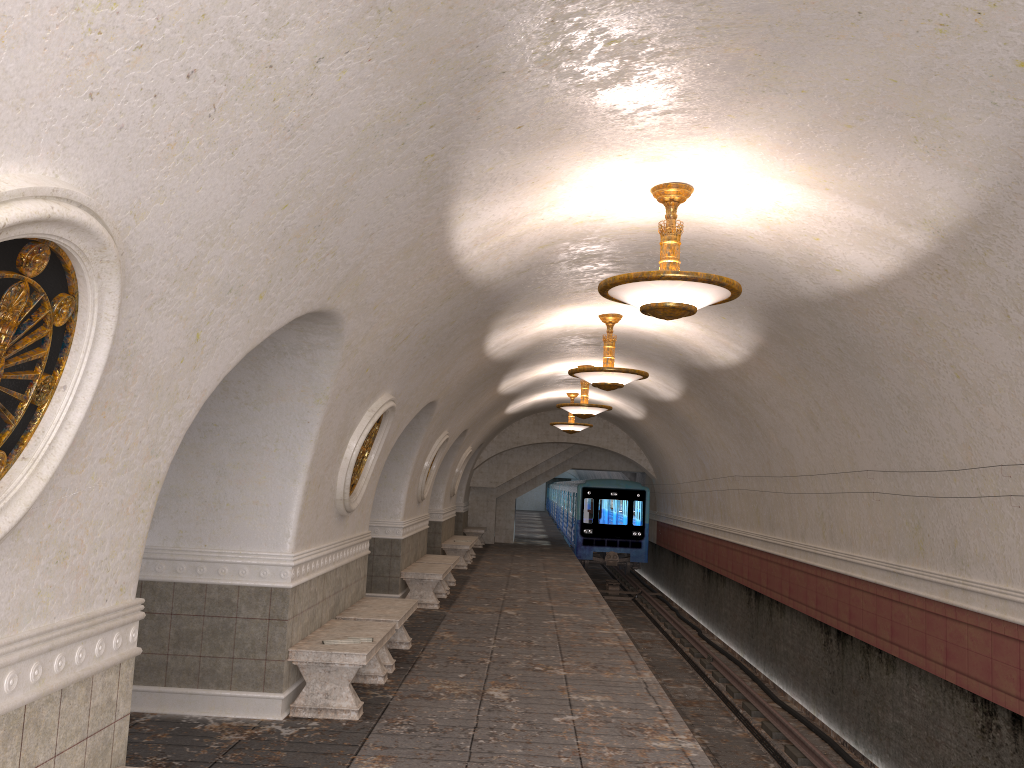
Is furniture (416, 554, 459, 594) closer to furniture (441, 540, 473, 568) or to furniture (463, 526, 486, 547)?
furniture (441, 540, 473, 568)

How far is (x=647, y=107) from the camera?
5.0 meters

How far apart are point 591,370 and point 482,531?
15.0m

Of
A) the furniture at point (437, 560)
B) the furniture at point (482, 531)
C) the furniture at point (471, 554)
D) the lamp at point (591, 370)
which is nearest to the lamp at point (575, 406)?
the furniture at point (437, 560)

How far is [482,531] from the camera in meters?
24.9 m

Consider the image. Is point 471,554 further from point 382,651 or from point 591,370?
point 382,651

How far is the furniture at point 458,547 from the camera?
18.7m

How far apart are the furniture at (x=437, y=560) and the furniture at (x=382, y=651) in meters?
4.8 m

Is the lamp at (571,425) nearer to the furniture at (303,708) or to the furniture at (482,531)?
the furniture at (482,531)

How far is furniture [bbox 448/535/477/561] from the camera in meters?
21.5
